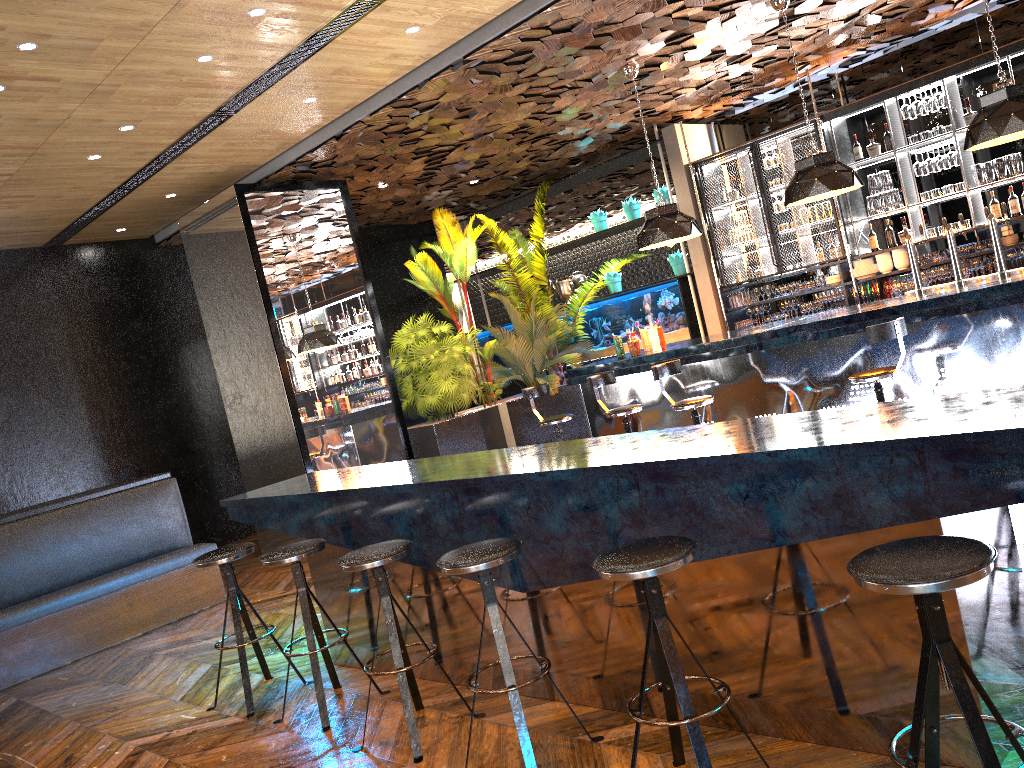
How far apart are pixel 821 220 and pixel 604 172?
3.2 meters

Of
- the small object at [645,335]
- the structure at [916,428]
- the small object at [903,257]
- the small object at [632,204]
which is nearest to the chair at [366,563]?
the structure at [916,428]

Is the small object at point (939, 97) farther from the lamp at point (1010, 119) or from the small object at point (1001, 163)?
the lamp at point (1010, 119)

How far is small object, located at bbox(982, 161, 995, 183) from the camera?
8.4m

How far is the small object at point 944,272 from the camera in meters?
8.6 m

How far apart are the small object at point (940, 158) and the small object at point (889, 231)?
0.8 meters

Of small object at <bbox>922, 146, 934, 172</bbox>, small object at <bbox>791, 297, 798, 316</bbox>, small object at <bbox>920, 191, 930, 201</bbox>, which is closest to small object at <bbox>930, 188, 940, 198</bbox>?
small object at <bbox>920, 191, 930, 201</bbox>

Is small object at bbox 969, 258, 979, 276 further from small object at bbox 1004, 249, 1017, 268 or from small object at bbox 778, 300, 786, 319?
small object at bbox 778, 300, 786, 319

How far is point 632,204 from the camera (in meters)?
11.04

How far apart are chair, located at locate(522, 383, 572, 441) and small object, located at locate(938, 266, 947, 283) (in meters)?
4.05
